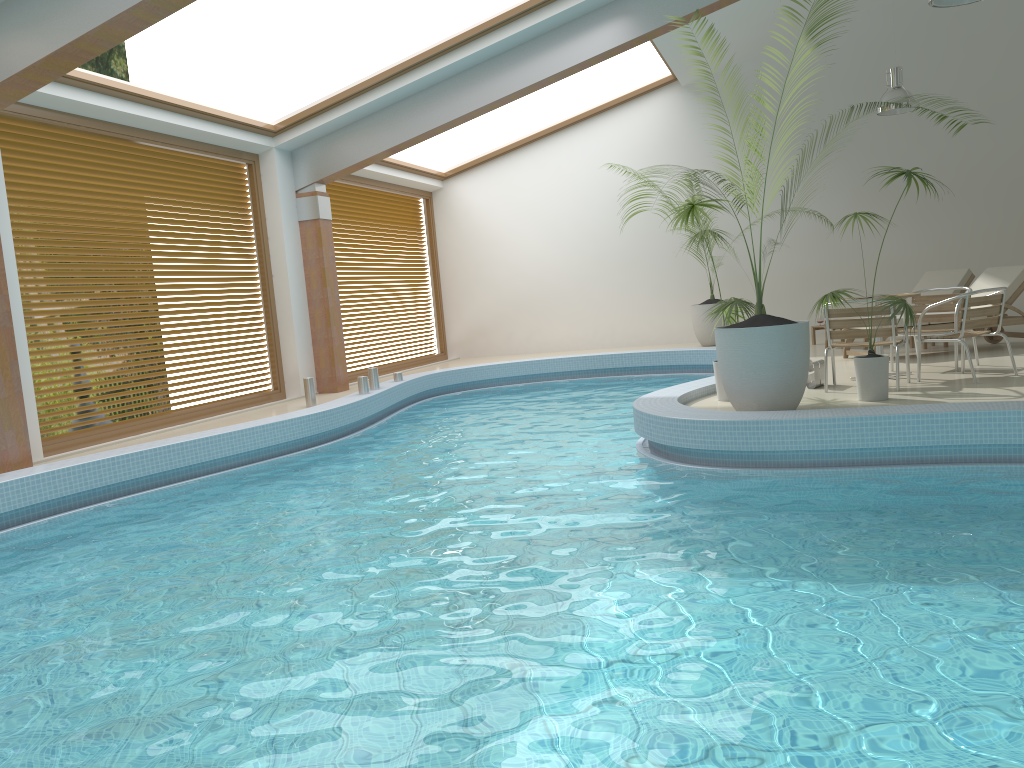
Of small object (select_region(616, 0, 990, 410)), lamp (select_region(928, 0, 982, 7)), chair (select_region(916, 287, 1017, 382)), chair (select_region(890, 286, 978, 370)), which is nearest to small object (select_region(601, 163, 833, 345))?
chair (select_region(890, 286, 978, 370))

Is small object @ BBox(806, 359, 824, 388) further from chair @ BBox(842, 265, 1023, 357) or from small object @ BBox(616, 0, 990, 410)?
chair @ BBox(842, 265, 1023, 357)

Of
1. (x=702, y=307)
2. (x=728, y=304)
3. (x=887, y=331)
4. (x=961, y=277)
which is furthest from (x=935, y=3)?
(x=702, y=307)

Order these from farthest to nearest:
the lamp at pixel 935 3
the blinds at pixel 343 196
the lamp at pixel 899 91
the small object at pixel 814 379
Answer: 1. the blinds at pixel 343 196
2. the lamp at pixel 899 91
3. the small object at pixel 814 379
4. the lamp at pixel 935 3

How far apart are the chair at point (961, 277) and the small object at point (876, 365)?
5.3 meters

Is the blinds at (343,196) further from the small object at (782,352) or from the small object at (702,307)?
the small object at (782,352)

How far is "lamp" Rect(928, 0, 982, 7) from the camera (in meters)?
6.74

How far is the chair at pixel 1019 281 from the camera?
9.2m

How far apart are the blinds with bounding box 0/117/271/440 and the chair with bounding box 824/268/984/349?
8.7m

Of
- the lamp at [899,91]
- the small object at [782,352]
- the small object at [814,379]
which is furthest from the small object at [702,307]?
the small object at [782,352]
